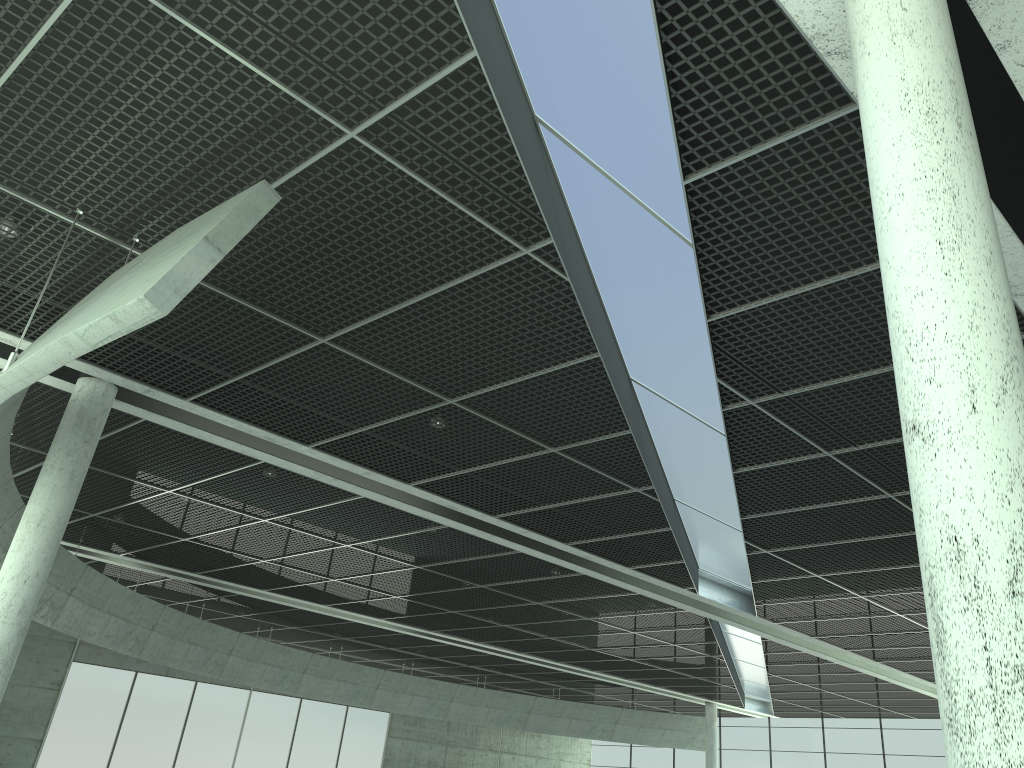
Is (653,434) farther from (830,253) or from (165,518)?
(165,518)
